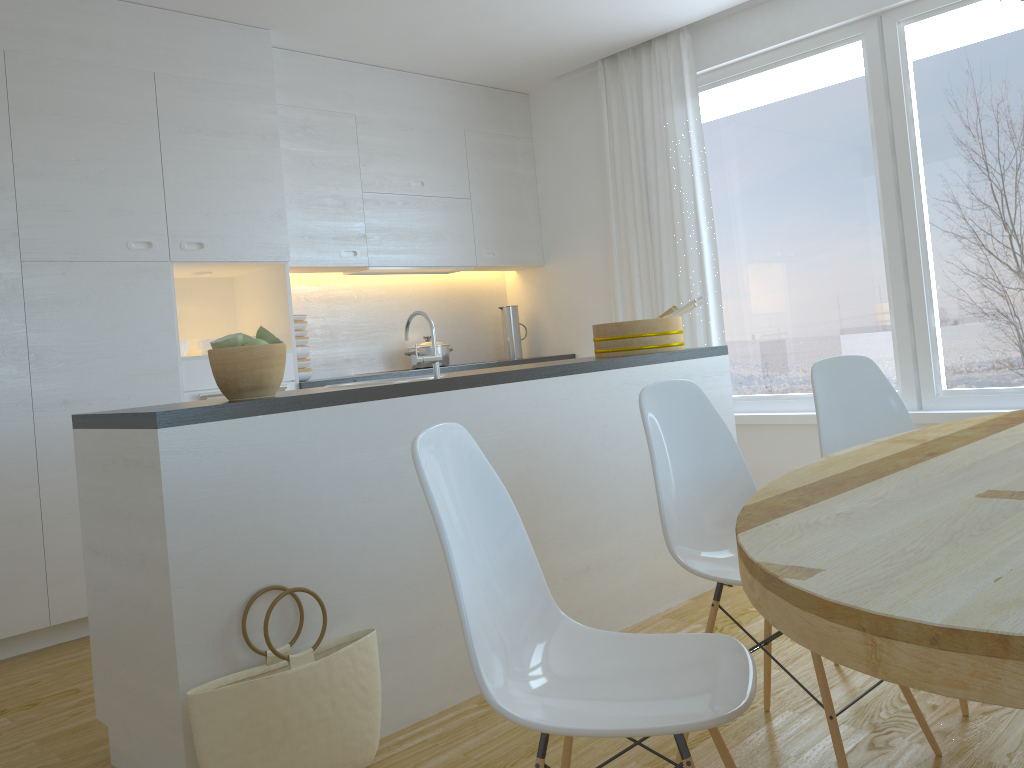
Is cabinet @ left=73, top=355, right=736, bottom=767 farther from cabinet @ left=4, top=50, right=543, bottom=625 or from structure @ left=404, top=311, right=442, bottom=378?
cabinet @ left=4, top=50, right=543, bottom=625

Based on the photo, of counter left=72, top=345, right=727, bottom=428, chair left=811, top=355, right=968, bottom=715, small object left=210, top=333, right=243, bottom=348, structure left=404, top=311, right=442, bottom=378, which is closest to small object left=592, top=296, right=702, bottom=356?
counter left=72, top=345, right=727, bottom=428

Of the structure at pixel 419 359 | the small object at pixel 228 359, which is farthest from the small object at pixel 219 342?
the structure at pixel 419 359

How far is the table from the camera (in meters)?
0.83

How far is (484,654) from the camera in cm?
138

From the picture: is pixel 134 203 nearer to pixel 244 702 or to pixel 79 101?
pixel 79 101

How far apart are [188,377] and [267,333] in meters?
1.8

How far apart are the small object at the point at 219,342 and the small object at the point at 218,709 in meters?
0.7

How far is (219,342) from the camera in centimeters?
232cm

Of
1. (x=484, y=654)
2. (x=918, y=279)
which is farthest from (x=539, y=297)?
(x=484, y=654)
